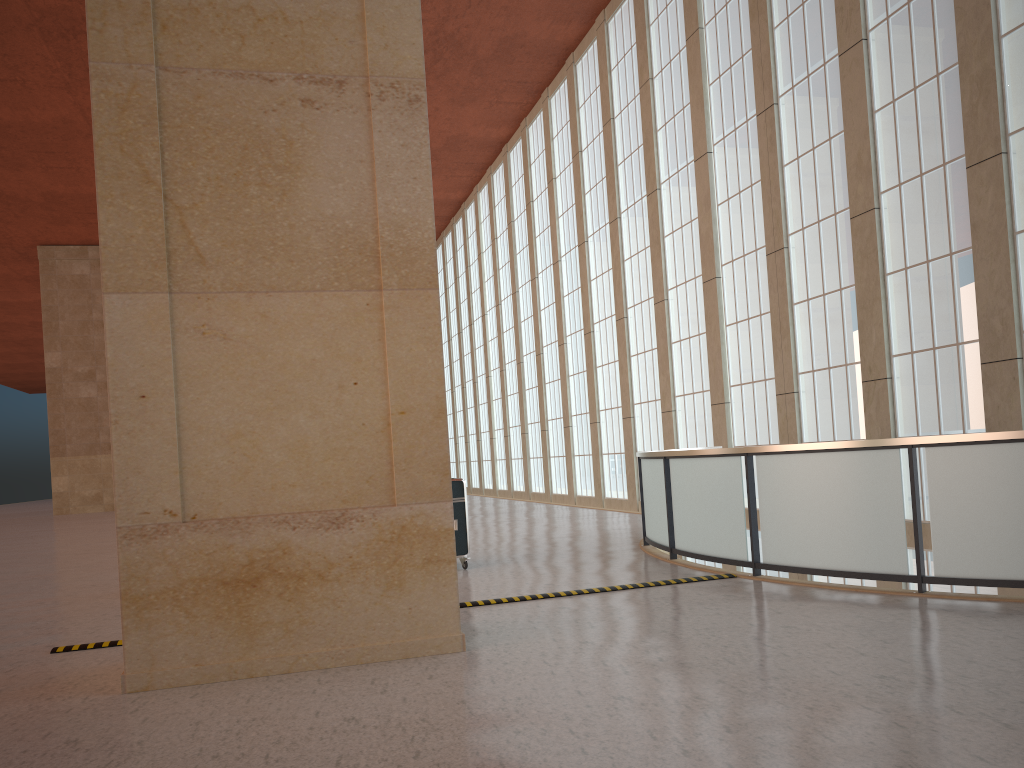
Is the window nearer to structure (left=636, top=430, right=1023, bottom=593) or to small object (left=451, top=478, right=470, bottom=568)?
structure (left=636, top=430, right=1023, bottom=593)

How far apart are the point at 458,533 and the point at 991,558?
8.1 meters

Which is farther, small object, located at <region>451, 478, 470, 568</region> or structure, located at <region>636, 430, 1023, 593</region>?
small object, located at <region>451, 478, 470, 568</region>

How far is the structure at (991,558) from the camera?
9.34m

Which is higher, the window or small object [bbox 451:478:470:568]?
the window

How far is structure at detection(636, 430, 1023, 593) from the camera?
9.3 meters

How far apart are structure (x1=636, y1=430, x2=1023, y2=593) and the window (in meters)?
5.72

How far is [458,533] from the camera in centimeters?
1472cm

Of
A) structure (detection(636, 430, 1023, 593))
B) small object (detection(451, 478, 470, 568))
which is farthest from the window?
small object (detection(451, 478, 470, 568))

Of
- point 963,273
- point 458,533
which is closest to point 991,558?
point 458,533
